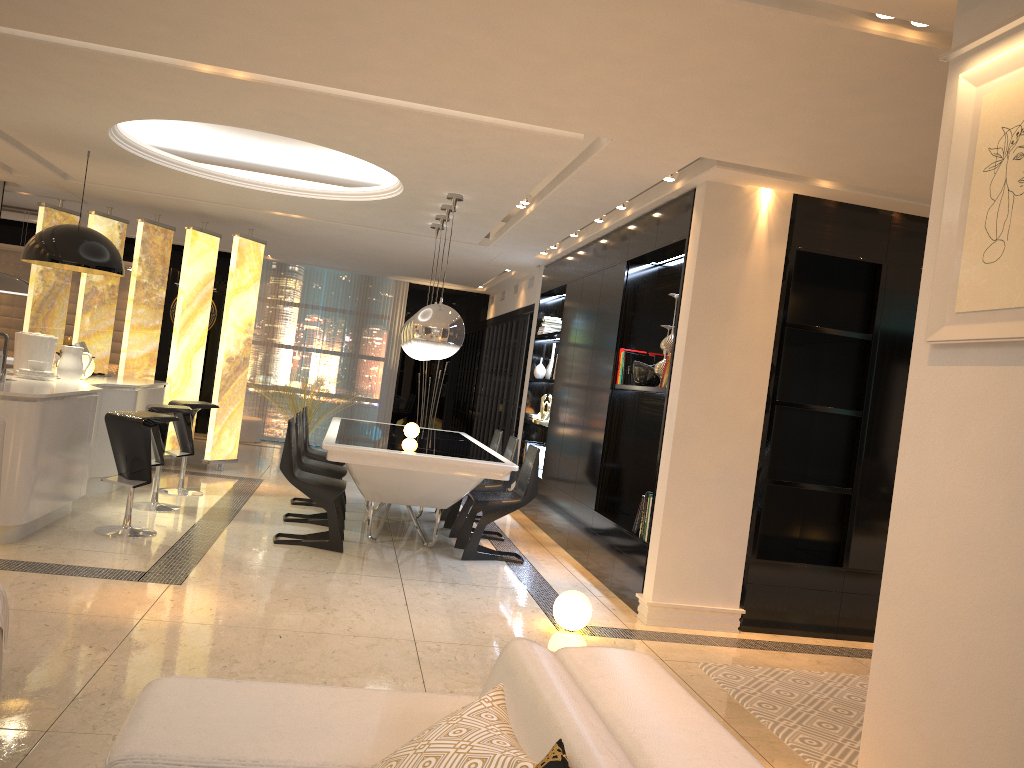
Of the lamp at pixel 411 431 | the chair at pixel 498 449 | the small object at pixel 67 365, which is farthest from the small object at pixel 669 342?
the small object at pixel 67 365

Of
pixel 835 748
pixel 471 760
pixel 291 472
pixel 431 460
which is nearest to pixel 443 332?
pixel 431 460

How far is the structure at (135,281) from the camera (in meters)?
8.91

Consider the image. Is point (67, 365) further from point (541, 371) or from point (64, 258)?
point (541, 371)

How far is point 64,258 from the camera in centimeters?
636cm

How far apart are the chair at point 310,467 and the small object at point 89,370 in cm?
172

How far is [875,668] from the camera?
2.4 meters

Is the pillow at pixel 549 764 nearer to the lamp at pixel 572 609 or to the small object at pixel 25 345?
the lamp at pixel 572 609

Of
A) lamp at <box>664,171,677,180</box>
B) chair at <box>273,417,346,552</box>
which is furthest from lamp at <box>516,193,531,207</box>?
chair at <box>273,417,346,552</box>

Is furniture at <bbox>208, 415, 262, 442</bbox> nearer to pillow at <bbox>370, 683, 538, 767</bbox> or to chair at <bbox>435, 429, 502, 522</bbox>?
chair at <bbox>435, 429, 502, 522</bbox>
